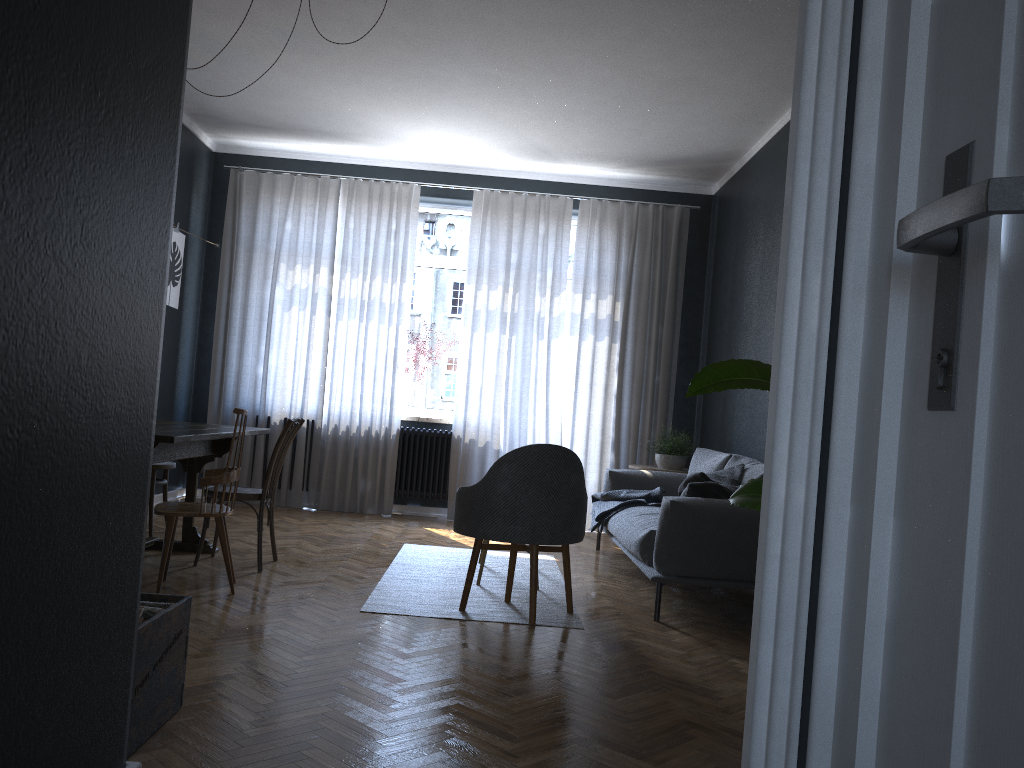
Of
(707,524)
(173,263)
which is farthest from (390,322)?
(707,524)

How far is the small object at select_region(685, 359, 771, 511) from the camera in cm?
209

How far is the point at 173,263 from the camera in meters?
6.6 m

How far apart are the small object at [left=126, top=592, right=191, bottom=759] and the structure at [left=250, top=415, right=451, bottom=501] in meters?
4.8 m

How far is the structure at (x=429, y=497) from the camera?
7.4 meters

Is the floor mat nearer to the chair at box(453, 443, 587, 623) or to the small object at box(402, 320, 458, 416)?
the chair at box(453, 443, 587, 623)

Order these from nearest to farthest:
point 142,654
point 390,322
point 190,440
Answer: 1. point 142,654
2. point 190,440
3. point 390,322

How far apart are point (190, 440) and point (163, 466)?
1.68m

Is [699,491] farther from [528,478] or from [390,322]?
[390,322]

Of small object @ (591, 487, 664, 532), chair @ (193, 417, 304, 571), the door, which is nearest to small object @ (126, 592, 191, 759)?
the door
